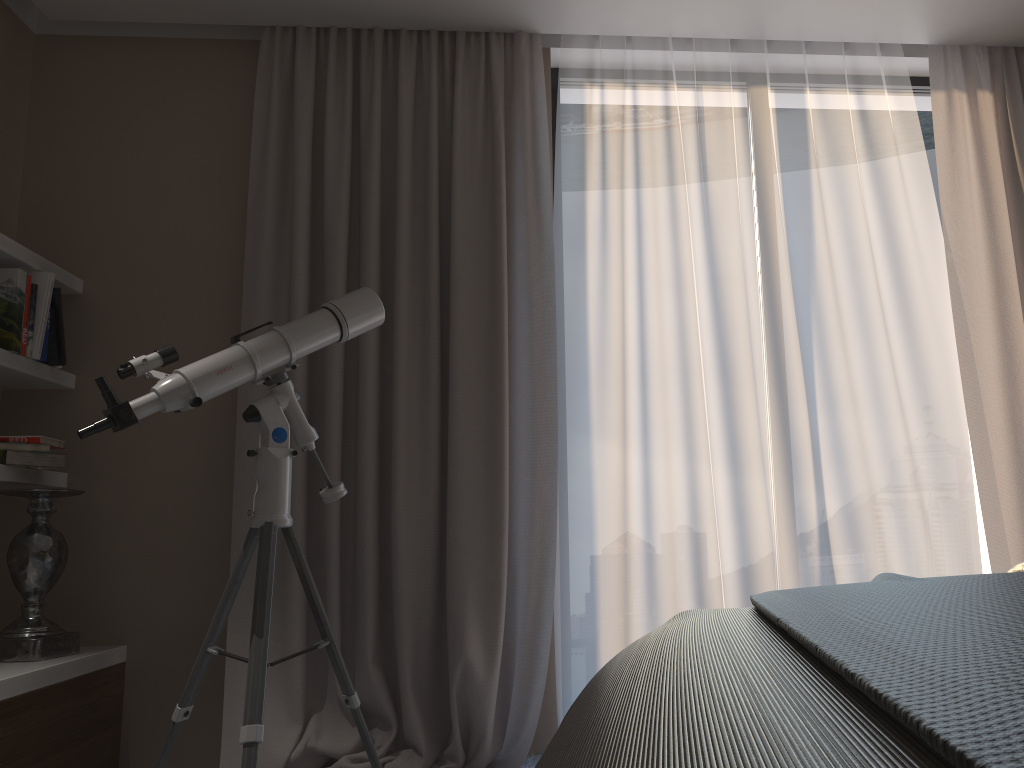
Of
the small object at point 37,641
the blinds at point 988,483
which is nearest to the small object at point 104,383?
the small object at point 37,641

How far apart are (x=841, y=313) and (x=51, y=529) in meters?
2.7

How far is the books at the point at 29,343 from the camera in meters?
2.8

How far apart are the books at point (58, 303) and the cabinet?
0.94m

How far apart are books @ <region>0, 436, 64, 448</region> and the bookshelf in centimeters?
9cm

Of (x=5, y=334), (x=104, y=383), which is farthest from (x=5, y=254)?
(x=104, y=383)

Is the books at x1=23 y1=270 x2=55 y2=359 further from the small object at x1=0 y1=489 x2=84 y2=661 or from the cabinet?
the cabinet

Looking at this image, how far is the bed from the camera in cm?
43

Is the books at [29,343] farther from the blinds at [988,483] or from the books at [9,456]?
the blinds at [988,483]

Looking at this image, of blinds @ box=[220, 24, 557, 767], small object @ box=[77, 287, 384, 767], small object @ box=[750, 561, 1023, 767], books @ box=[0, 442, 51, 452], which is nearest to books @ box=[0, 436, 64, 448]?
books @ box=[0, 442, 51, 452]
